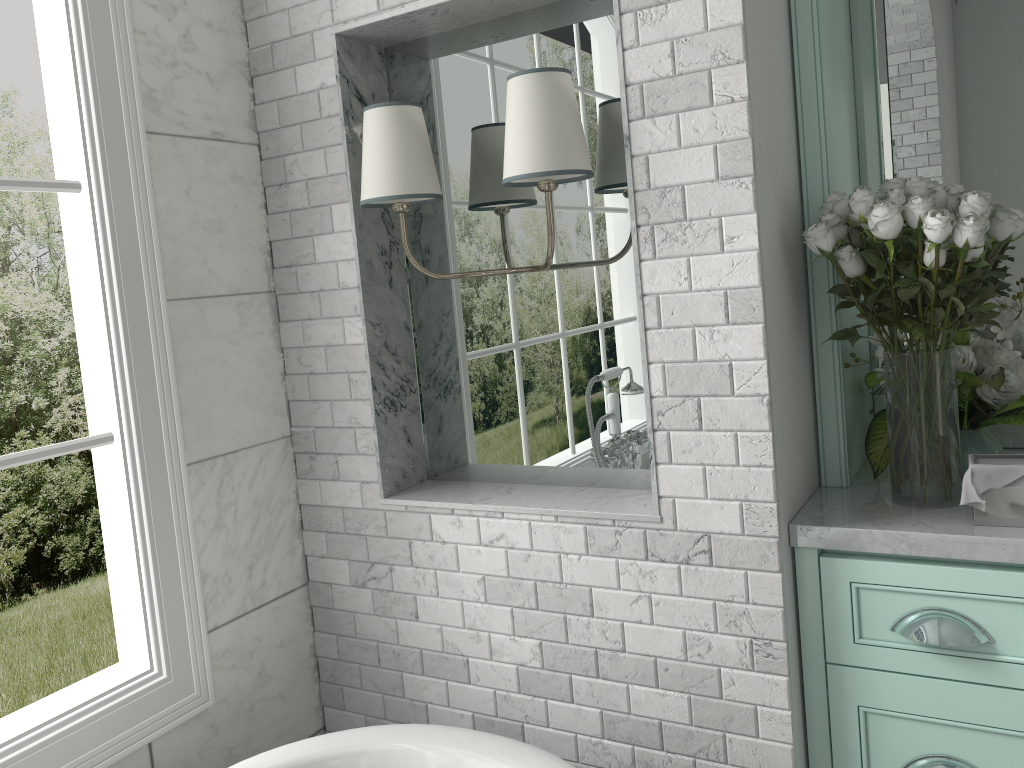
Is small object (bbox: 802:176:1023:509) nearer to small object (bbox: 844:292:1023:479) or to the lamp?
small object (bbox: 844:292:1023:479)

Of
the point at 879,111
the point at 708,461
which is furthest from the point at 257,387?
the point at 879,111

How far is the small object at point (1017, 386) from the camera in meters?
1.8 m

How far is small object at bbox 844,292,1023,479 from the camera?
1.8 meters

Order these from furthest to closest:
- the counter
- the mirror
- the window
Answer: the mirror → the window → the counter

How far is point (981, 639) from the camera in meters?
1.6 m

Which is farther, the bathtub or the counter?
the bathtub

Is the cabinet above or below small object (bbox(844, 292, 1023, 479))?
below

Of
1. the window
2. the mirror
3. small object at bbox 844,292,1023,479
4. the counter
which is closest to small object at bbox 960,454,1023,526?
the counter

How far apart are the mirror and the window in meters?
1.7 m
